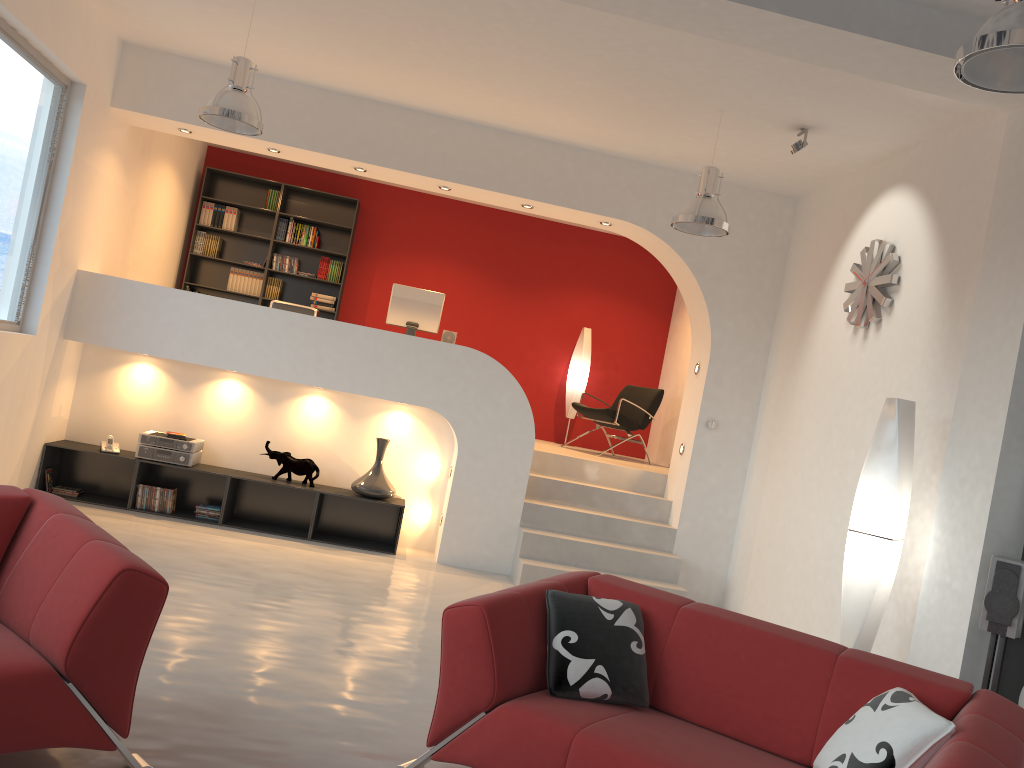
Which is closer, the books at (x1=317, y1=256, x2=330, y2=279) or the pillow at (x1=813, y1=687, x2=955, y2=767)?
the pillow at (x1=813, y1=687, x2=955, y2=767)

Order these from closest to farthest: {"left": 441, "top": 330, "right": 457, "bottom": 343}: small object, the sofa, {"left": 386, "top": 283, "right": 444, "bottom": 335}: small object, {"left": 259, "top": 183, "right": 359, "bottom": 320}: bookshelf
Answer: the sofa < {"left": 386, "top": 283, "right": 444, "bottom": 335}: small object < {"left": 441, "top": 330, "right": 457, "bottom": 343}: small object < {"left": 259, "top": 183, "right": 359, "bottom": 320}: bookshelf

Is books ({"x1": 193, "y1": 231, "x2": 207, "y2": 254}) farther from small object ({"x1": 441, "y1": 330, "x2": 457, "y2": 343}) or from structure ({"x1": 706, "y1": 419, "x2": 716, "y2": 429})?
structure ({"x1": 706, "y1": 419, "x2": 716, "y2": 429})

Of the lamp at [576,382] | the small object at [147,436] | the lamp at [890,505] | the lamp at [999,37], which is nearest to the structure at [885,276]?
the lamp at [890,505]

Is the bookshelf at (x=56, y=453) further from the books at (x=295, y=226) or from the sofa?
the sofa

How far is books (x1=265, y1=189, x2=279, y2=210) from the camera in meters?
9.6 m

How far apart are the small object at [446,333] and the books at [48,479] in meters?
3.3 m

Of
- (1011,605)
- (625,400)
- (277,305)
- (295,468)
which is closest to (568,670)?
(1011,605)

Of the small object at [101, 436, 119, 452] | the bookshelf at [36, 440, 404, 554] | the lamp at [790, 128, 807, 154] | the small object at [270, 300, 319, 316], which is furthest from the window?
the lamp at [790, 128, 807, 154]

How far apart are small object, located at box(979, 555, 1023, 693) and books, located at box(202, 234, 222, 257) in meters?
8.1
